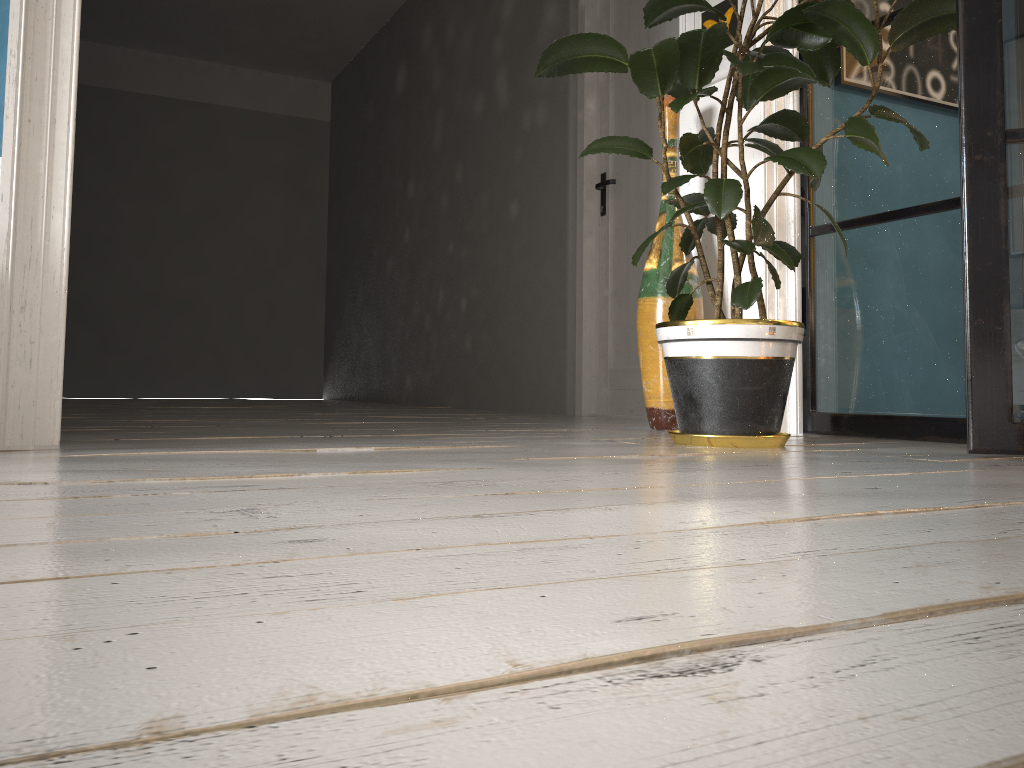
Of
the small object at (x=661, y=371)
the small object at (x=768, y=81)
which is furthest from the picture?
the small object at (x=768, y=81)

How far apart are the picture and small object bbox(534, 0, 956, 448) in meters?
0.5

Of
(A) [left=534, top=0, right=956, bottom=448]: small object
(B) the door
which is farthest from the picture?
(B) the door

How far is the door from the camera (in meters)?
3.98

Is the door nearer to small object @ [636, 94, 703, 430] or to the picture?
the picture

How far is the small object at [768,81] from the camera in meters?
2.0 m

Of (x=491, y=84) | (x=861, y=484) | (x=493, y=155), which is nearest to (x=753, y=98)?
(x=861, y=484)

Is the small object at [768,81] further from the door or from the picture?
the door

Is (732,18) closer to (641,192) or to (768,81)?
(768,81)

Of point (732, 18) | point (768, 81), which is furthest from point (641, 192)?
point (768, 81)
